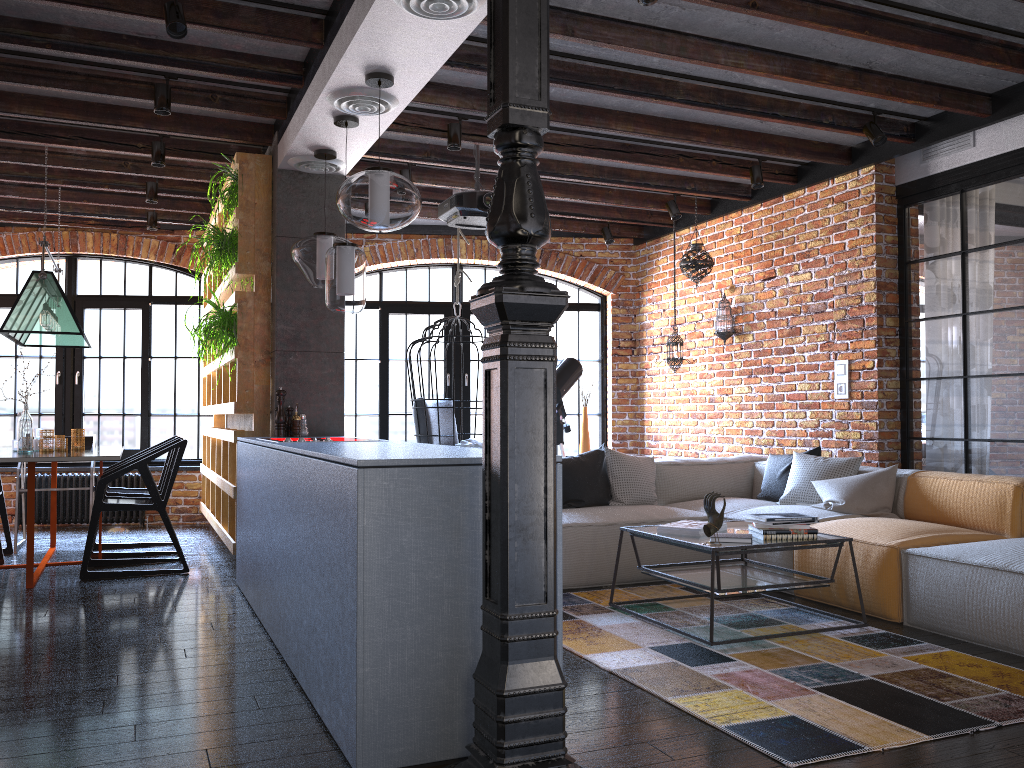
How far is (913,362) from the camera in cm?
565

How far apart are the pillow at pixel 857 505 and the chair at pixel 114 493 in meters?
4.4

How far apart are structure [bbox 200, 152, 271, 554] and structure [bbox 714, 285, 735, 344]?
3.50m

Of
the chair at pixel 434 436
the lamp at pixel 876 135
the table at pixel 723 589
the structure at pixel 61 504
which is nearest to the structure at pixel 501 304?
the table at pixel 723 589

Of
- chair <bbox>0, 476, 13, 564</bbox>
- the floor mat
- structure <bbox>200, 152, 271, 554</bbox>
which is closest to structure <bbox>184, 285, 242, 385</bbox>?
structure <bbox>200, 152, 271, 554</bbox>

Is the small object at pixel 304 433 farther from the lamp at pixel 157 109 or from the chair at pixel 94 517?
the lamp at pixel 157 109

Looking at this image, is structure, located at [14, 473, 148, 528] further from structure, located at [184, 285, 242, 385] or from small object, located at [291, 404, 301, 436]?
small object, located at [291, 404, 301, 436]

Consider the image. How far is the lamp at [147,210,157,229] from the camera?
7.4 meters

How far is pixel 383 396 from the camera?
8.40m

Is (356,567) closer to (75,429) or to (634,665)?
(634,665)
